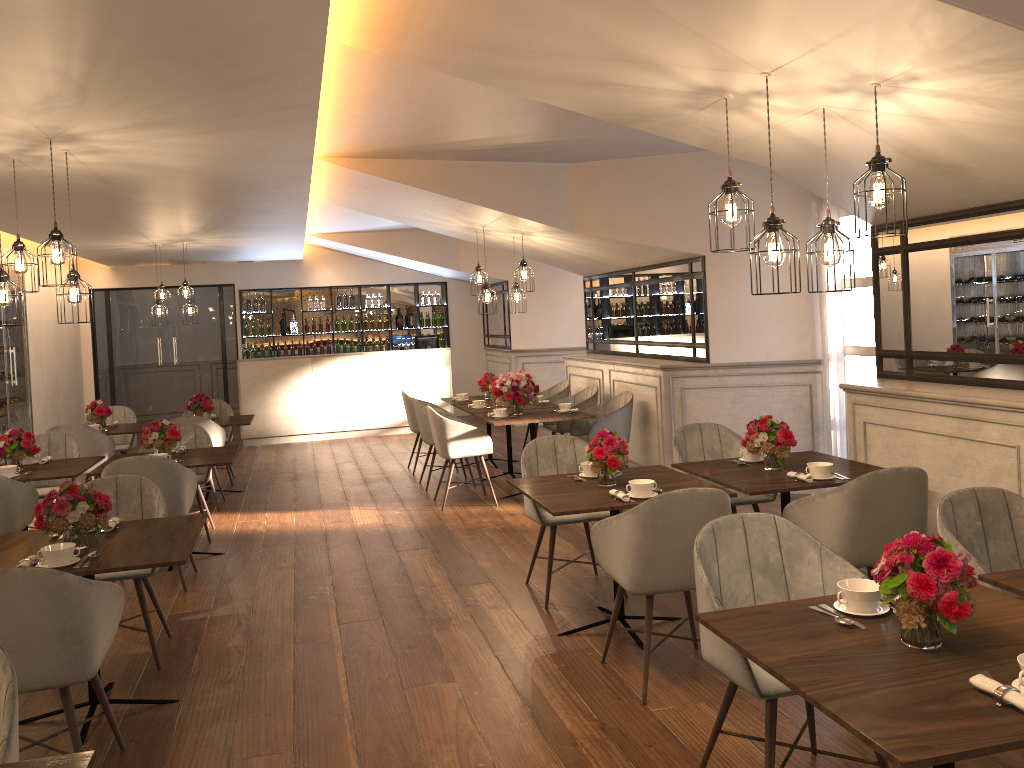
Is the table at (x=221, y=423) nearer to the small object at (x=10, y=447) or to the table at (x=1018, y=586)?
the small object at (x=10, y=447)

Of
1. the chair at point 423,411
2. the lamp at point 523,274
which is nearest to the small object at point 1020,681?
the lamp at point 523,274

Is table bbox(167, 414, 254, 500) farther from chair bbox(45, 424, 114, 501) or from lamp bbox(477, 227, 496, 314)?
lamp bbox(477, 227, 496, 314)

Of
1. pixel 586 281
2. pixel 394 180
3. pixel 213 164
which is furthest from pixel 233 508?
pixel 586 281

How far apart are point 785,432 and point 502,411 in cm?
347

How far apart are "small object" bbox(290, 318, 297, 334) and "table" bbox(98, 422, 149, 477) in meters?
5.5

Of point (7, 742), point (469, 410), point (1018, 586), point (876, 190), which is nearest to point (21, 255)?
point (7, 742)

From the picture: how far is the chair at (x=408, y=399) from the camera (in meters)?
9.29

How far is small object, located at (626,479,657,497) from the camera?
4.1m

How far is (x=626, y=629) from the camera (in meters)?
4.02
